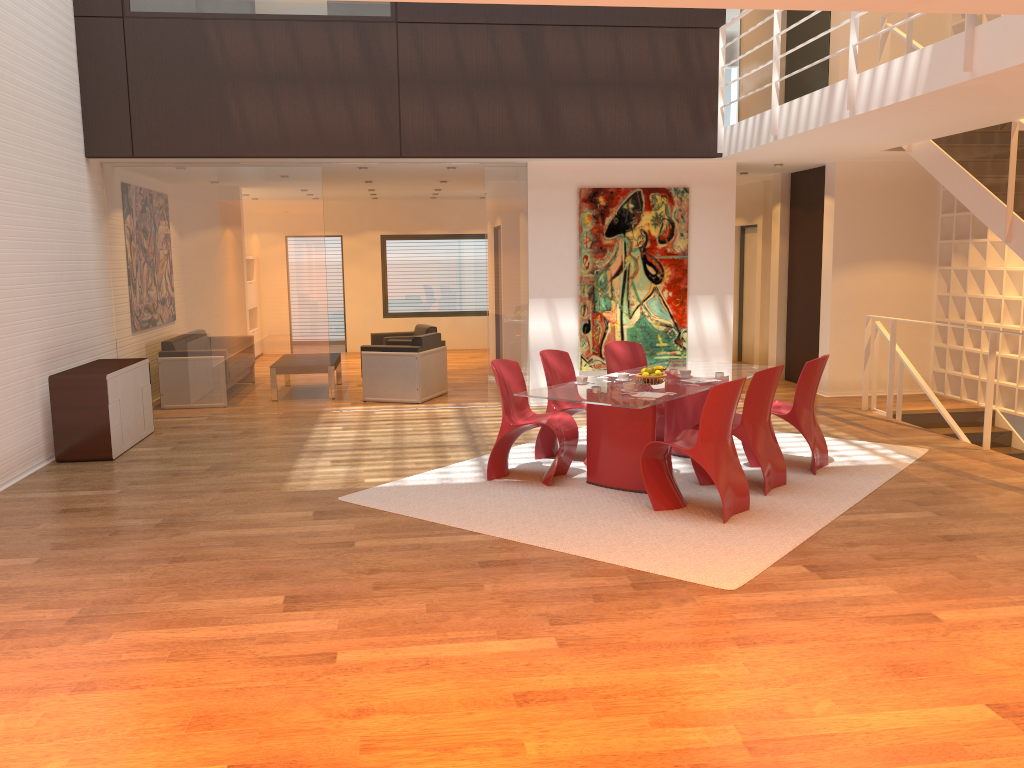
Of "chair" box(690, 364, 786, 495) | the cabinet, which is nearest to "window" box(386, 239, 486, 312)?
the cabinet

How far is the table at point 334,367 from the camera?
10.8 meters

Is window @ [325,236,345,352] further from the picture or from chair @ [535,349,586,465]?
chair @ [535,349,586,465]

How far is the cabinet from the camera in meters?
7.4 m

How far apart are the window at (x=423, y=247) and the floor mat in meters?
8.3

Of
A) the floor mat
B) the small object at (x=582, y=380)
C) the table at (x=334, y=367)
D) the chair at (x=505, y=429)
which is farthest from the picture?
the small object at (x=582, y=380)

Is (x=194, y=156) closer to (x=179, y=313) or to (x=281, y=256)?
(x=281, y=256)

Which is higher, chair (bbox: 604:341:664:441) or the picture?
the picture

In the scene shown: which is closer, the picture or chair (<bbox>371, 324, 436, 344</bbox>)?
the picture

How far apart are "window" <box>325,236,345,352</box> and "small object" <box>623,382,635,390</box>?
10.7 meters
